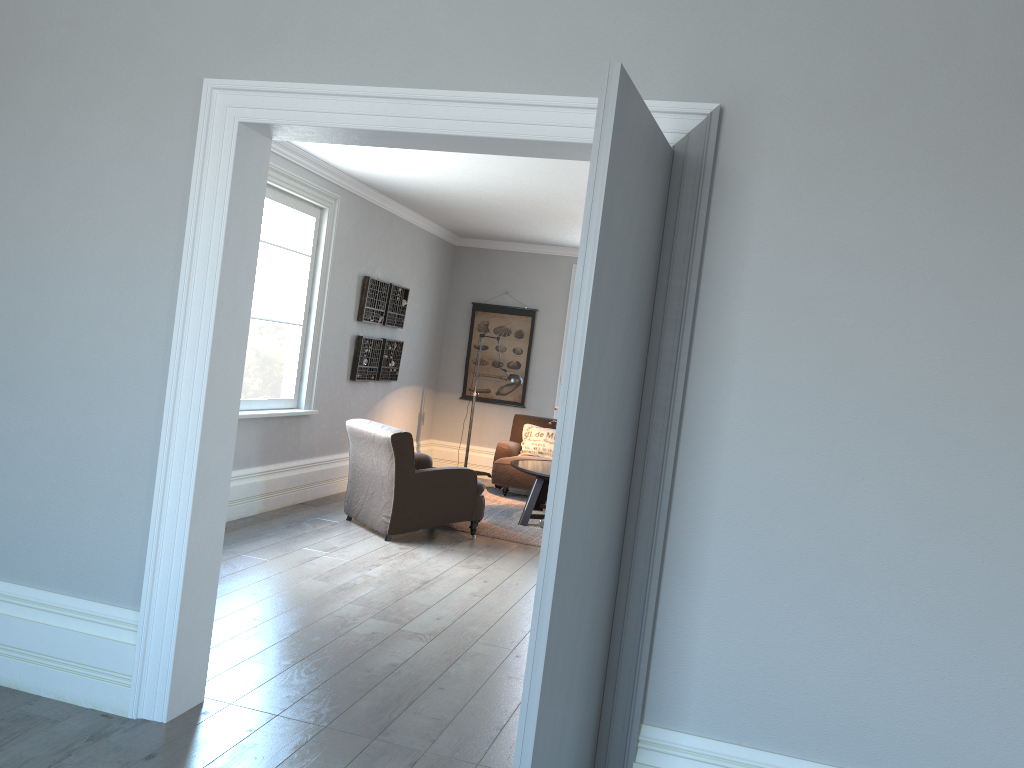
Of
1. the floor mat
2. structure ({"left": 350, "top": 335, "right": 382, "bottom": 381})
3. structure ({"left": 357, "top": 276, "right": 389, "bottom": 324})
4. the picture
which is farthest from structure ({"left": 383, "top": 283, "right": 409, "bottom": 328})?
the floor mat

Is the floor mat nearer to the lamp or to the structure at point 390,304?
the lamp

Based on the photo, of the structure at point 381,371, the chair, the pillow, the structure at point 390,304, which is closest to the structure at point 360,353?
the structure at point 381,371

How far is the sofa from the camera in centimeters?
880cm

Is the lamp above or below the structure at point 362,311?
below

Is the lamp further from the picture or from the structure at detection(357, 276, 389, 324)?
the picture

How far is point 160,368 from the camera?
3.1m

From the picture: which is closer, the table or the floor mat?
the floor mat

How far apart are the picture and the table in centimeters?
196cm

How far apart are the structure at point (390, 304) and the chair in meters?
1.9 m
